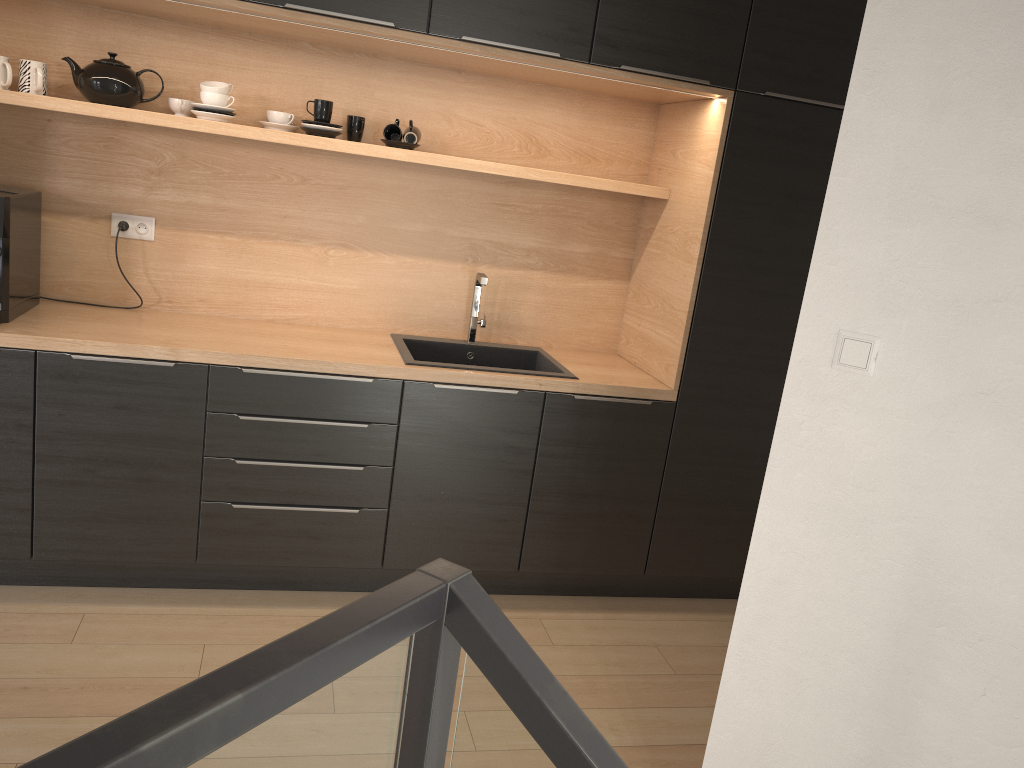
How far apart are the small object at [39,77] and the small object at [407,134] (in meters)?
Answer: 1.18

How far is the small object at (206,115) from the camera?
3.0m

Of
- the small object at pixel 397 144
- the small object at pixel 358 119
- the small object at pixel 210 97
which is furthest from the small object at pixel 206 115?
the small object at pixel 397 144

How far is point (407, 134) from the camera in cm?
317

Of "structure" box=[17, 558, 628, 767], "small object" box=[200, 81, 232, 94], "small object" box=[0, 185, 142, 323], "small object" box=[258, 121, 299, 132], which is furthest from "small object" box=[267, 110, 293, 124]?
"structure" box=[17, 558, 628, 767]

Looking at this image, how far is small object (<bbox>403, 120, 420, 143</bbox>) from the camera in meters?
3.2

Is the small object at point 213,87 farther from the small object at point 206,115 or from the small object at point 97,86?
the small object at point 97,86

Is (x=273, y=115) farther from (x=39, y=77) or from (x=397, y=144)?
(x=39, y=77)

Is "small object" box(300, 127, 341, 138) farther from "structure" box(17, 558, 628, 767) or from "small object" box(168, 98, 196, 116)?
"structure" box(17, 558, 628, 767)

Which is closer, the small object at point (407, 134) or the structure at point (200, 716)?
the structure at point (200, 716)
